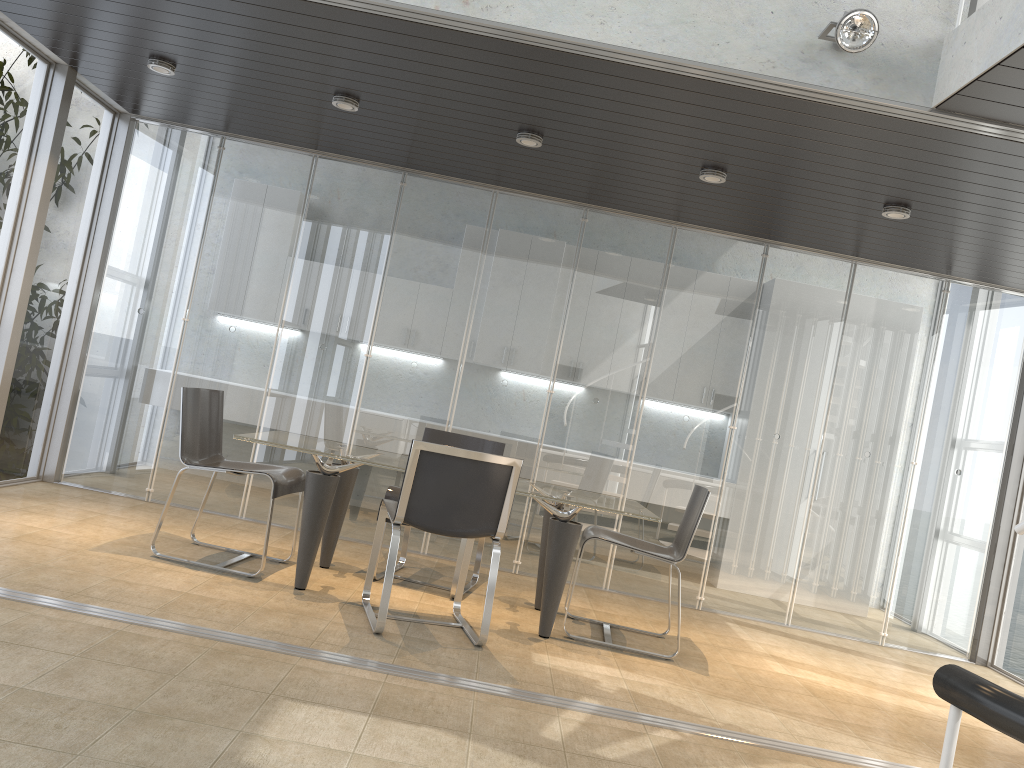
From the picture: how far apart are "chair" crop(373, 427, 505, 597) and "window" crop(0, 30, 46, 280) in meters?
2.8

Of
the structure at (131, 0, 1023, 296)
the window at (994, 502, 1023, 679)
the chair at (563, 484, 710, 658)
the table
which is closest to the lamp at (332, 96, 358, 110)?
the structure at (131, 0, 1023, 296)

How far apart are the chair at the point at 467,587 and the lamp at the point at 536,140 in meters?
1.9 m

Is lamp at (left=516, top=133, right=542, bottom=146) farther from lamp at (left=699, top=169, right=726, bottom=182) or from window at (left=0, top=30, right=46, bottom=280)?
window at (left=0, top=30, right=46, bottom=280)

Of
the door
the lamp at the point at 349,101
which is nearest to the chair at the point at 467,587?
the lamp at the point at 349,101

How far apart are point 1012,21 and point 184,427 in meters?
4.2 m

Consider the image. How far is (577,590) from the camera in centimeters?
617cm

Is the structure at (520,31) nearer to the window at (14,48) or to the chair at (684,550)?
the chair at (684,550)

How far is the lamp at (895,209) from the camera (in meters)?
5.01

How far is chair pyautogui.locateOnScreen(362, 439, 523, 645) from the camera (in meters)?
4.12
